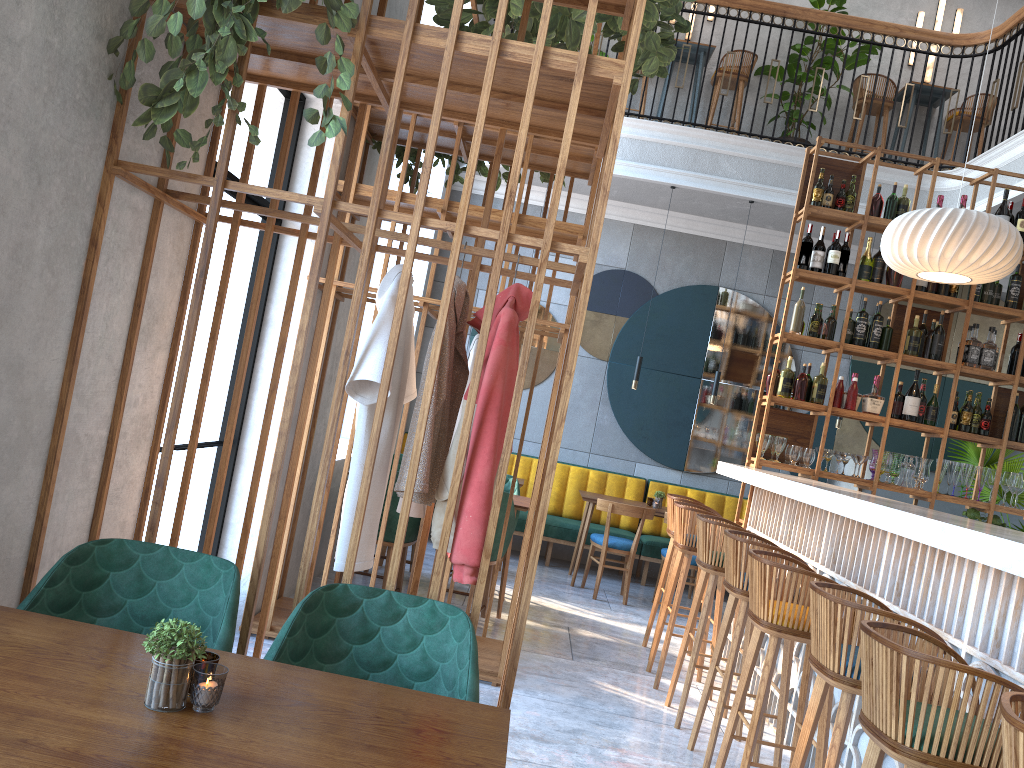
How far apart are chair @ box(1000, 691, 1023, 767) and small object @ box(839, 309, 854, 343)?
4.46m

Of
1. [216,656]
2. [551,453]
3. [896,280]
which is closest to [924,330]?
[896,280]

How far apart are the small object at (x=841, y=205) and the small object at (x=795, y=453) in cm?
165

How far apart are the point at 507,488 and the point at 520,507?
1.00m

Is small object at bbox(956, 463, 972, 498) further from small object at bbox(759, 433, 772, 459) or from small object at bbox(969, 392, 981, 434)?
small object at bbox(759, 433, 772, 459)

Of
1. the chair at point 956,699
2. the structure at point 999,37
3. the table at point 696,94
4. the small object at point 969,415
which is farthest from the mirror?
the chair at point 956,699

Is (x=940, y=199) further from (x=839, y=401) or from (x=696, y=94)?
(x=696, y=94)

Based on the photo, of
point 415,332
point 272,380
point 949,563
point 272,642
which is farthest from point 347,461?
point 415,332

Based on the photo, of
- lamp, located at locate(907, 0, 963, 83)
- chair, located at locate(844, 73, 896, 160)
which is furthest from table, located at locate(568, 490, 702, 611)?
lamp, located at locate(907, 0, 963, 83)

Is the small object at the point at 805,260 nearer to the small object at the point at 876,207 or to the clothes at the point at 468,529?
the small object at the point at 876,207
